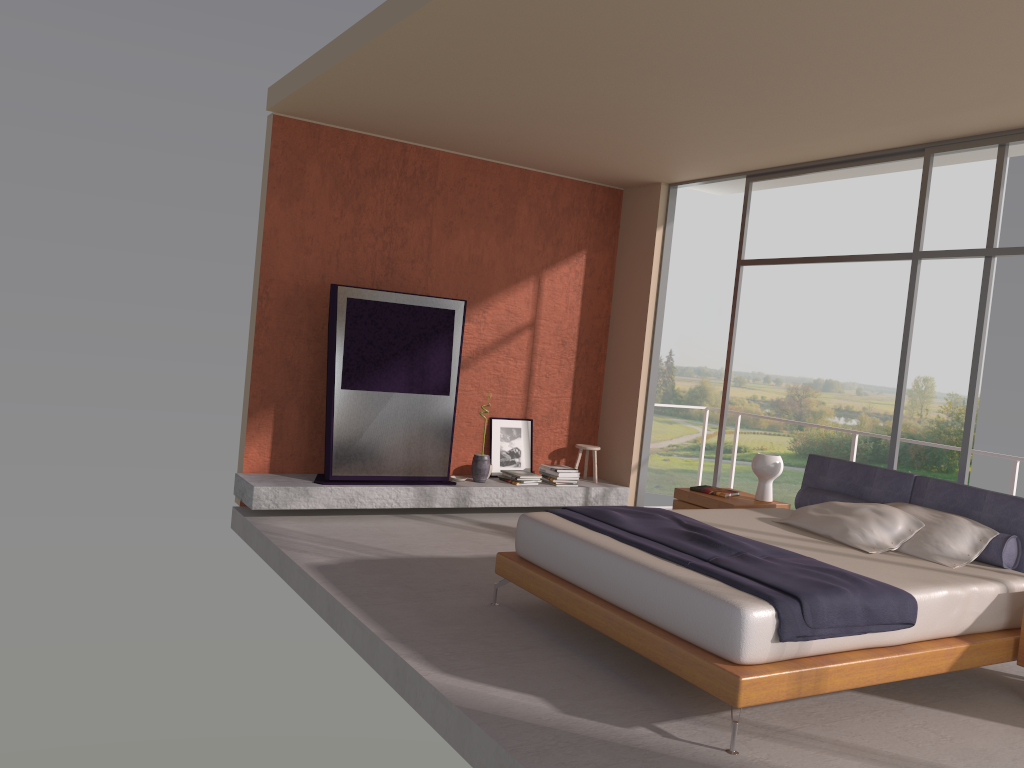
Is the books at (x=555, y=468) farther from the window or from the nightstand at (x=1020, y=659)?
the nightstand at (x=1020, y=659)

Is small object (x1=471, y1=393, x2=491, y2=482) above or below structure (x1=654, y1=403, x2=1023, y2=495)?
below

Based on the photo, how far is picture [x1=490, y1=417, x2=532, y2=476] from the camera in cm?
825

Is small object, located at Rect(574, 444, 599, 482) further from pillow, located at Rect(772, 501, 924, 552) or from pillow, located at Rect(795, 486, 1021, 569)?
pillow, located at Rect(772, 501, 924, 552)

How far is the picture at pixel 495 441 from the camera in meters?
8.3

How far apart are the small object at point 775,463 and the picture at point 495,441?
2.6 meters

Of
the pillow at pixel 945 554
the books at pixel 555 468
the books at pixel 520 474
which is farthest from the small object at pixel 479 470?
the pillow at pixel 945 554

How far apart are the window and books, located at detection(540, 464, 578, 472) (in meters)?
1.35

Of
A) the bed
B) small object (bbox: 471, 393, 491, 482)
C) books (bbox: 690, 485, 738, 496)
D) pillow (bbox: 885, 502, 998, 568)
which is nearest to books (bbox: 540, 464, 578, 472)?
small object (bbox: 471, 393, 491, 482)

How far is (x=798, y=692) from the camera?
3.7m
